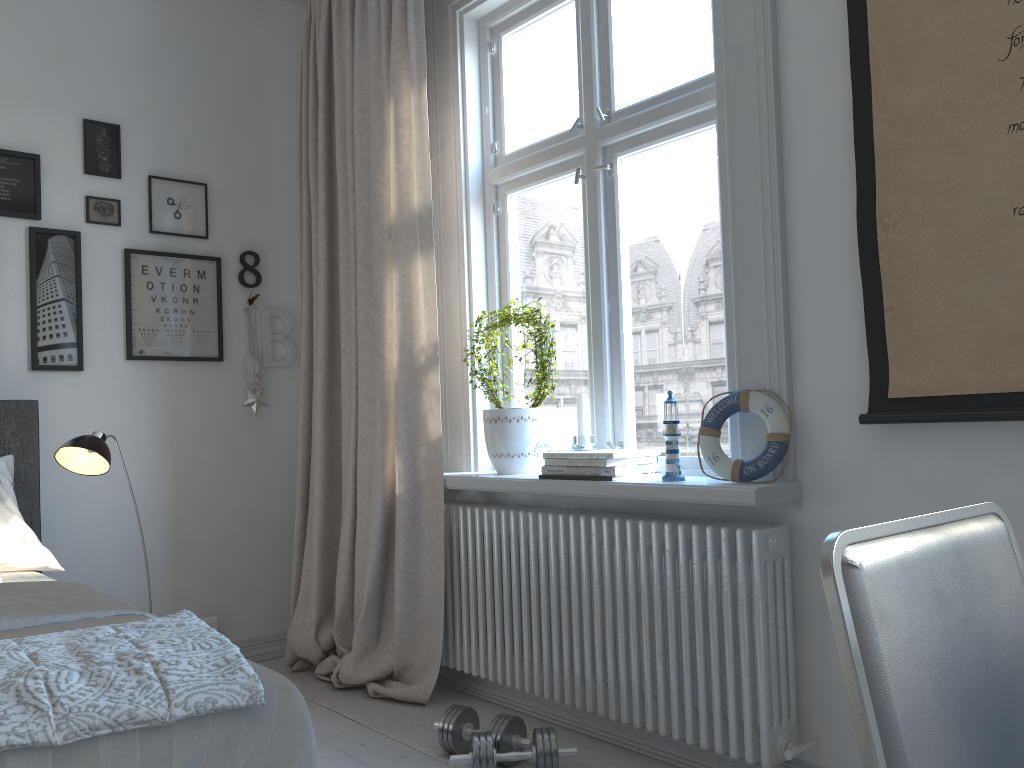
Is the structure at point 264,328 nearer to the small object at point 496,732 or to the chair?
the small object at point 496,732

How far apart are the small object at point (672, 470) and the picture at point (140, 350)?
2.0m

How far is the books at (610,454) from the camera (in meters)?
2.36

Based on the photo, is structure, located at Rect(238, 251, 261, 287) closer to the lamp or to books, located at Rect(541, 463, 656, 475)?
the lamp

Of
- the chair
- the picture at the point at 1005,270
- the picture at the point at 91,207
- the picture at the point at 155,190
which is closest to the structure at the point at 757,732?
the picture at the point at 1005,270

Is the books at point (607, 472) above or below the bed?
above

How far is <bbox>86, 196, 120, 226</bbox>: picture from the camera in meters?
3.2 m

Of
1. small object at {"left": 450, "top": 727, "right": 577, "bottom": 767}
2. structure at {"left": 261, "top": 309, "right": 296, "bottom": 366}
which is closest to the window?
small object at {"left": 450, "top": 727, "right": 577, "bottom": 767}

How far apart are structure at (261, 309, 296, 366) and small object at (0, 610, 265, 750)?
2.19m

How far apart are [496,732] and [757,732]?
0.7m
